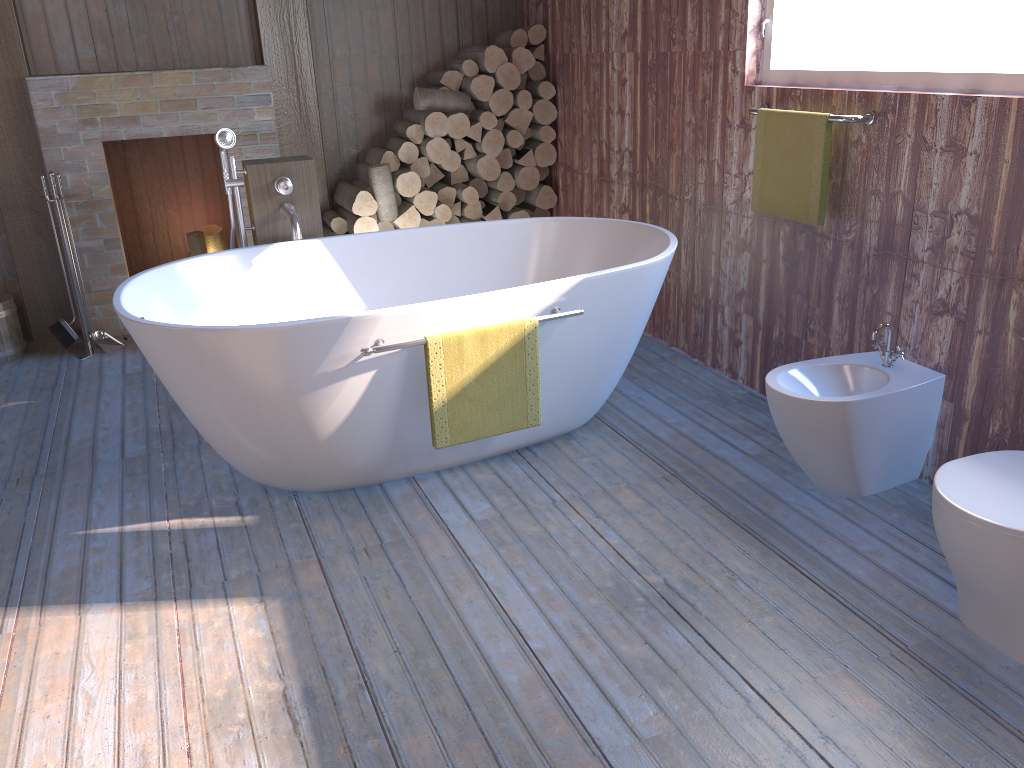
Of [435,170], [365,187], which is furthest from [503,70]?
[365,187]

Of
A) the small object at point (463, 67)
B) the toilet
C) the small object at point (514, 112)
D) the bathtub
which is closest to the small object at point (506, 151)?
the small object at point (514, 112)

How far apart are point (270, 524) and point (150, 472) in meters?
0.7 m

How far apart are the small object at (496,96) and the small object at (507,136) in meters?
0.1 m

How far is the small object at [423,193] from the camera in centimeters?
477cm

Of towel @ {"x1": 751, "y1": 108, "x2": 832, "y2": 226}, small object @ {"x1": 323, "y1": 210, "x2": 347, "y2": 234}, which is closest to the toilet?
towel @ {"x1": 751, "y1": 108, "x2": 832, "y2": 226}

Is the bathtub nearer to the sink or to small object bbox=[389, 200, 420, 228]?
the sink

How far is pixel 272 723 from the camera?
1.9m

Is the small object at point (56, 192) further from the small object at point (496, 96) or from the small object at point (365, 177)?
the small object at point (496, 96)

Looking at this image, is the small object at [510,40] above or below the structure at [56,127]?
above
